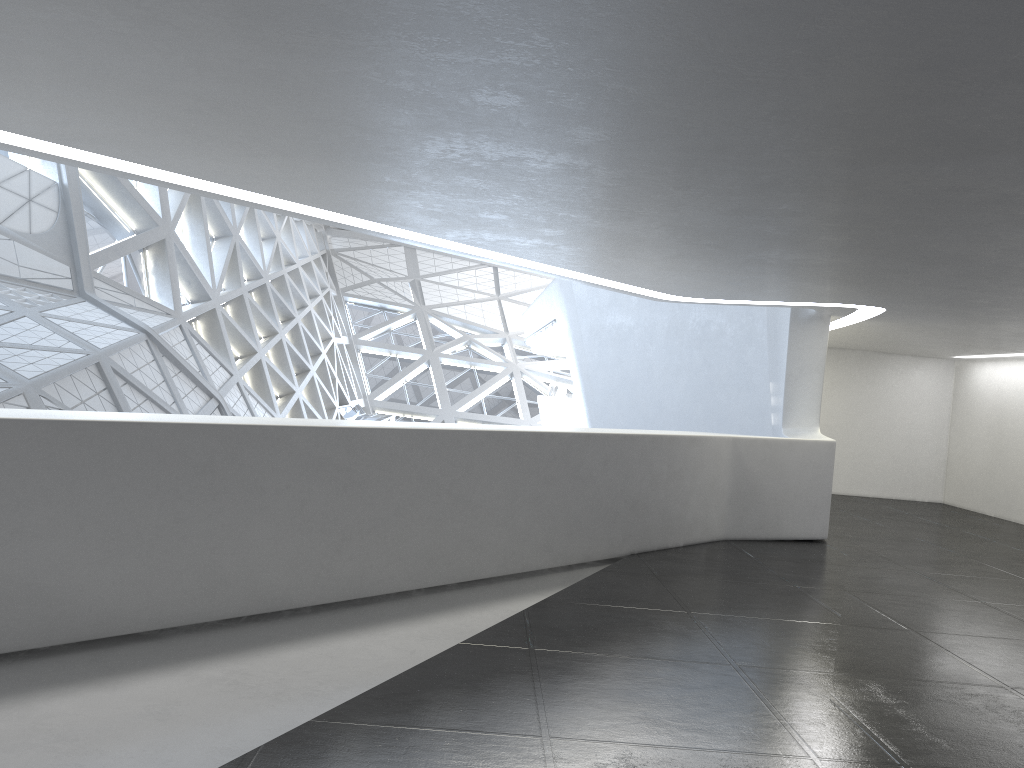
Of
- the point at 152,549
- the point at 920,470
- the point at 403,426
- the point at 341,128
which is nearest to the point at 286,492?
the point at 152,549

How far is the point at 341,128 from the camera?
6.0m
